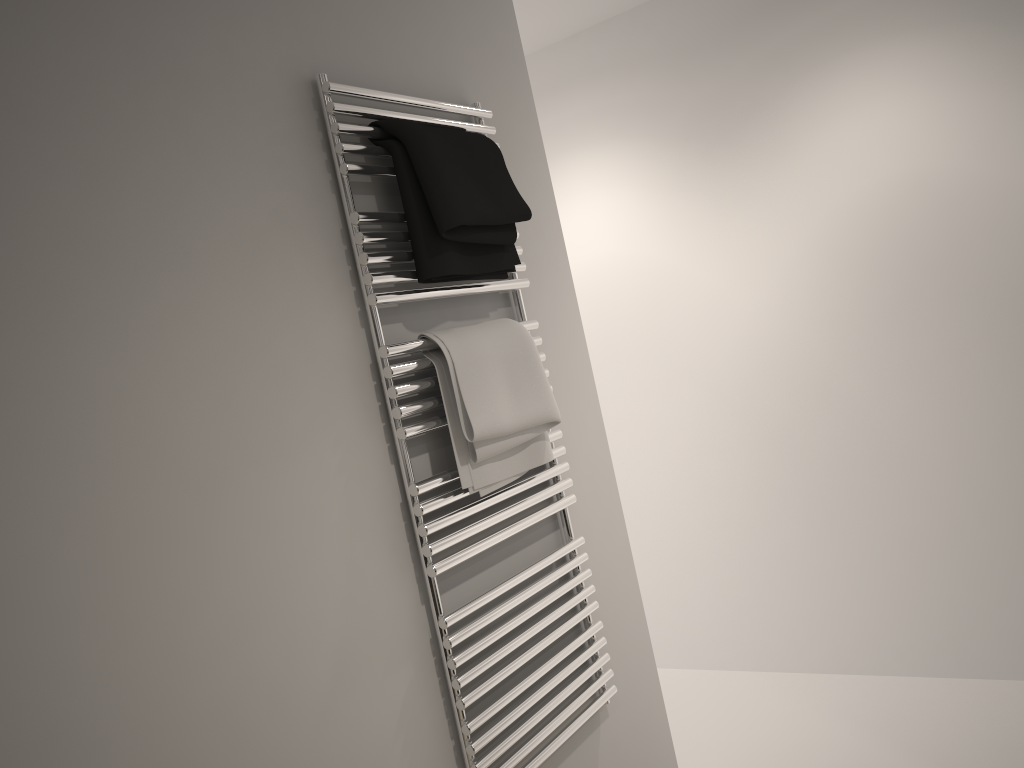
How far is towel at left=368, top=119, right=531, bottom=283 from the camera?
1.51m

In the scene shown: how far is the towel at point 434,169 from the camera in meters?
1.5 m

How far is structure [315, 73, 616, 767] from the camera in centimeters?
148cm

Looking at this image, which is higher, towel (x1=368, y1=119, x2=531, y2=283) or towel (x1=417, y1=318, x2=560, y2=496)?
towel (x1=368, y1=119, x2=531, y2=283)

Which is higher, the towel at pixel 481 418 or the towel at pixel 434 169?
the towel at pixel 434 169

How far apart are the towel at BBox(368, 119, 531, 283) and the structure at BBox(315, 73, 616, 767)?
0.01m

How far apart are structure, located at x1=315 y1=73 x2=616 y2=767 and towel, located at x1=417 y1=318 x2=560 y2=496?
0.0 meters

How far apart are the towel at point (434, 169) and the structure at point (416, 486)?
0.0 meters

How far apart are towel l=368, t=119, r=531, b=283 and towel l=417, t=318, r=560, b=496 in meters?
0.1 m

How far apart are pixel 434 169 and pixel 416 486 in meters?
0.5
